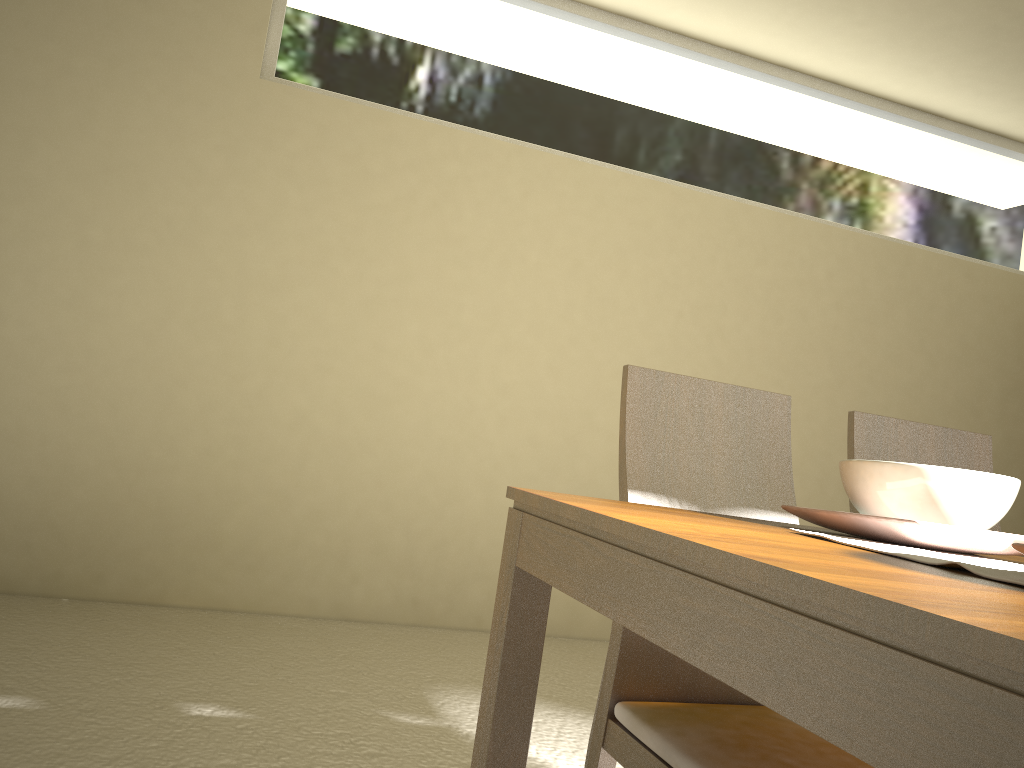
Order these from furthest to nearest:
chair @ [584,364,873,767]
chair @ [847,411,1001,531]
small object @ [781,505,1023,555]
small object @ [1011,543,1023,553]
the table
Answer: chair @ [847,411,1001,531]
chair @ [584,364,873,767]
small object @ [781,505,1023,555]
small object @ [1011,543,1023,553]
the table

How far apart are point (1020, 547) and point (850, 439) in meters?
1.0

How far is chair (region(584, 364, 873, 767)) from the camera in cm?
125

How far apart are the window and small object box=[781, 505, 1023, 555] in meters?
3.2

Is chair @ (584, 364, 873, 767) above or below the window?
below

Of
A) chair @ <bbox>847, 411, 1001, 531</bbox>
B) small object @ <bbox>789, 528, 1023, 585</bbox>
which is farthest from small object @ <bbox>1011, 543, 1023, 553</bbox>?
chair @ <bbox>847, 411, 1001, 531</bbox>

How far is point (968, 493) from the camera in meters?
1.1

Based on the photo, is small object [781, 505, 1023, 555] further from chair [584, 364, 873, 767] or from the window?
the window

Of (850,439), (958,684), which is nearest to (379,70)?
(850,439)

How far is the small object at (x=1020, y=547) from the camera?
0.81m
